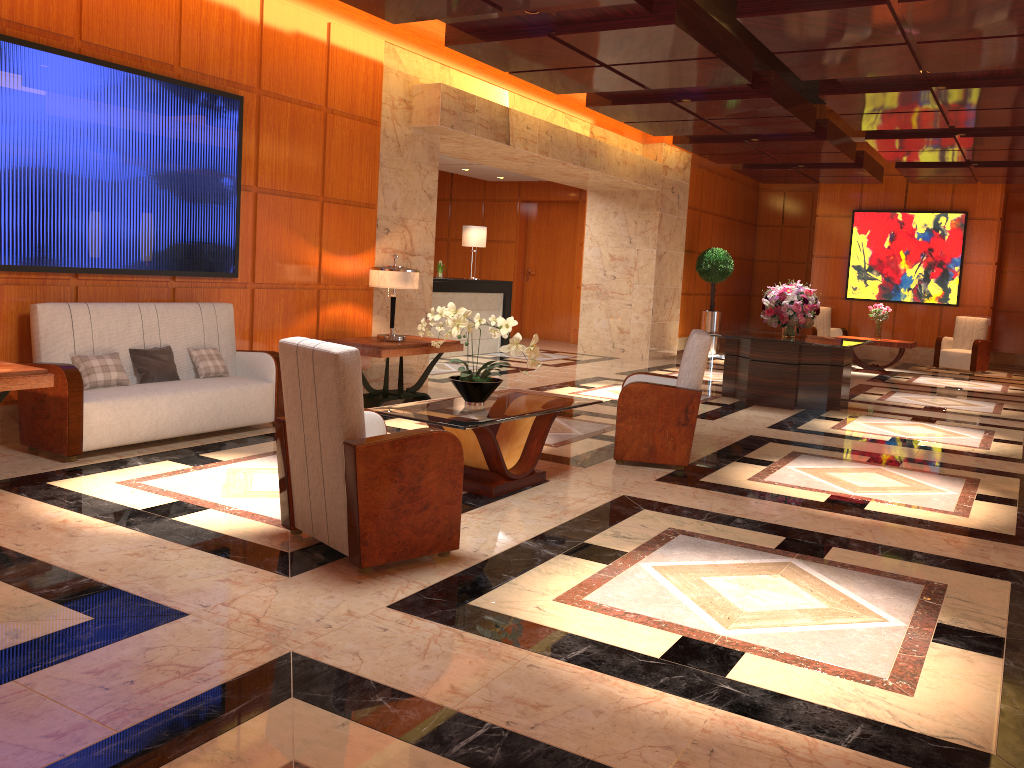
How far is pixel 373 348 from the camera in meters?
7.7 m

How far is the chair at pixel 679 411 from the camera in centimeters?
612cm

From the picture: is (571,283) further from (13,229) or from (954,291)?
(13,229)

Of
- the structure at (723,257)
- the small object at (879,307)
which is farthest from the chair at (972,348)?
the structure at (723,257)

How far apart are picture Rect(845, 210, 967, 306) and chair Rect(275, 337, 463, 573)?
14.8m

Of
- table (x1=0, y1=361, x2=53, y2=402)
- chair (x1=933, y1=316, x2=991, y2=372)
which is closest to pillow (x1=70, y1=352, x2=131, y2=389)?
table (x1=0, y1=361, x2=53, y2=402)

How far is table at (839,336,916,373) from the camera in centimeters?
1401cm

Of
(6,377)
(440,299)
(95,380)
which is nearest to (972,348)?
(440,299)

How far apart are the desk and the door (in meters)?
3.14

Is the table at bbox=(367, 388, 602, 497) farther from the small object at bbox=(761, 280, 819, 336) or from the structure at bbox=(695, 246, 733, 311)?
the structure at bbox=(695, 246, 733, 311)
